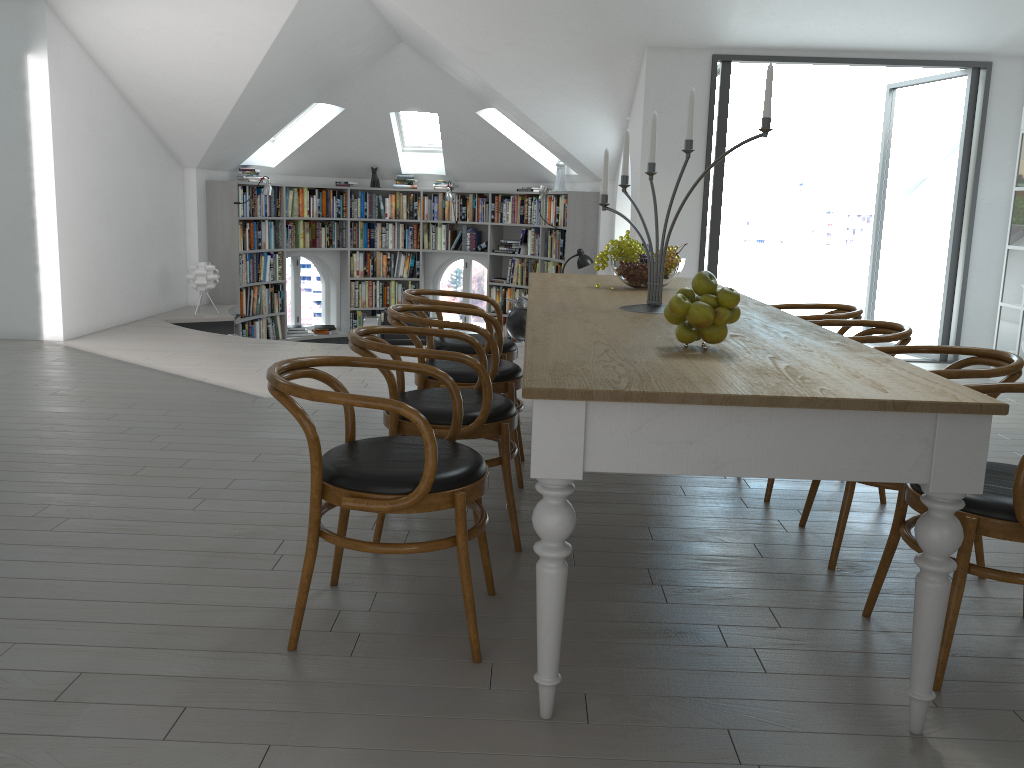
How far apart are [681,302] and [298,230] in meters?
9.2

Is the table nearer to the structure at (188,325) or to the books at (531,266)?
the structure at (188,325)

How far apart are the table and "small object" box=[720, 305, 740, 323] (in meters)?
0.09

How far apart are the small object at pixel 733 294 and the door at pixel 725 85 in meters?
→ 5.0 m

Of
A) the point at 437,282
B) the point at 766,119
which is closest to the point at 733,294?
the point at 766,119

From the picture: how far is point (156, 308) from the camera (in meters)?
8.88

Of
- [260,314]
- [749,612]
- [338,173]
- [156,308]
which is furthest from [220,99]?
[749,612]

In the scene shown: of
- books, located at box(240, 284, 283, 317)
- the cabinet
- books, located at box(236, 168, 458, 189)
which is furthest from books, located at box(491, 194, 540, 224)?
the cabinet

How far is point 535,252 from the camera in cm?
1083

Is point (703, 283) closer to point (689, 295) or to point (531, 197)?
point (689, 295)
